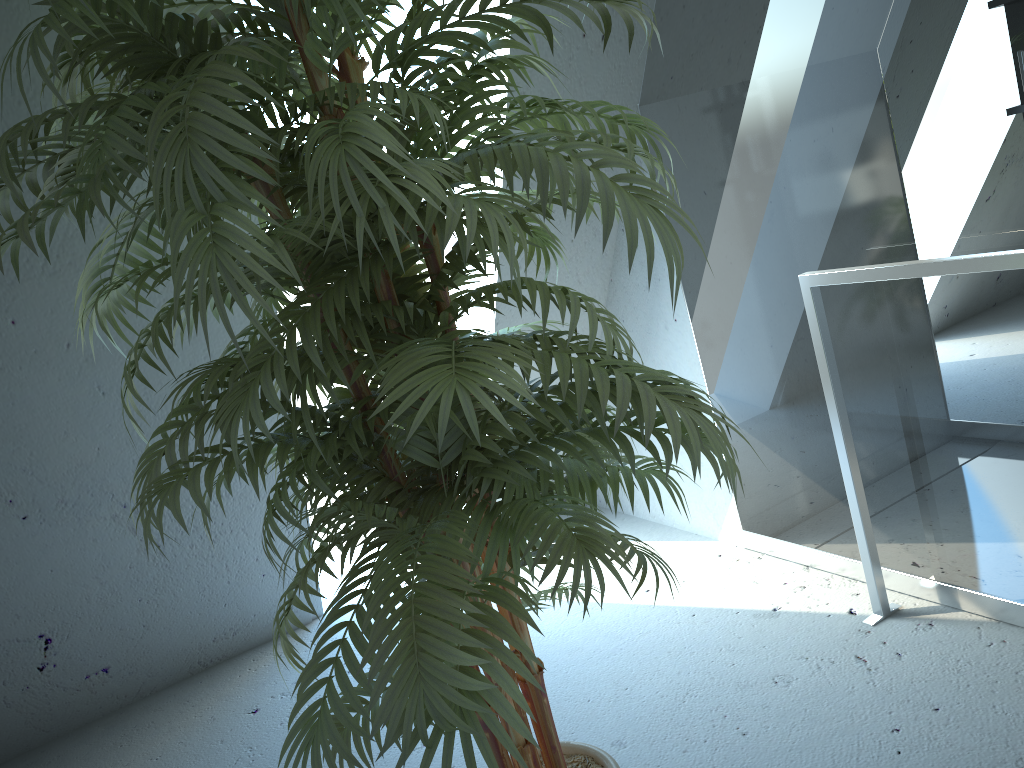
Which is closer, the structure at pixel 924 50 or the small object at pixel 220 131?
the small object at pixel 220 131

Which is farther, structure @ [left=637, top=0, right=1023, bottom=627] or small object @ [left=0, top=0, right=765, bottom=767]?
structure @ [left=637, top=0, right=1023, bottom=627]

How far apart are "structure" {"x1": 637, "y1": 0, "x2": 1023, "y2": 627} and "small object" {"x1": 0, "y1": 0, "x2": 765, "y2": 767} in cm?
70

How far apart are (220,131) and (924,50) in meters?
1.4

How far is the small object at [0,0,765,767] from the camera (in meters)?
0.90

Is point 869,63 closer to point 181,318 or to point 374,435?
point 374,435

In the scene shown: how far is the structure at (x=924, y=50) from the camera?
1.72m

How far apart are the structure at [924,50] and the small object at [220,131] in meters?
0.7 m

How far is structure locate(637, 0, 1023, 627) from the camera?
1.72m
